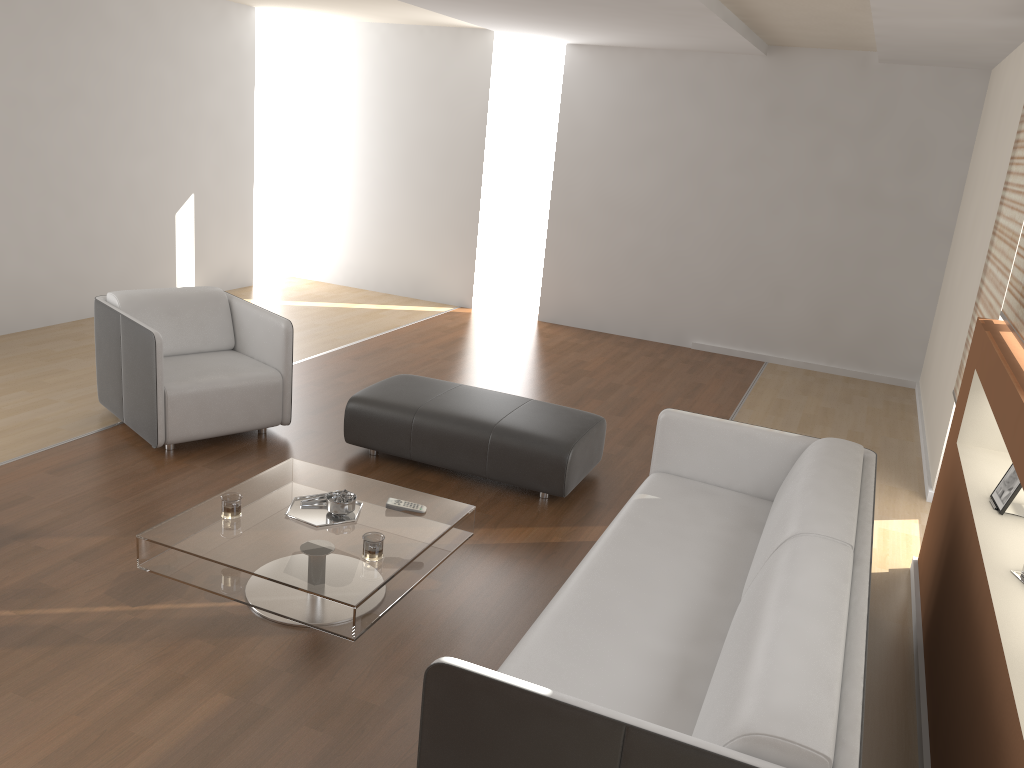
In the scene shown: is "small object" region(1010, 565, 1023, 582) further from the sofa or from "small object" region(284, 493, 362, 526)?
"small object" region(284, 493, 362, 526)

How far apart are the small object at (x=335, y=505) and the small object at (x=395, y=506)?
0.1m

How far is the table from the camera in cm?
293

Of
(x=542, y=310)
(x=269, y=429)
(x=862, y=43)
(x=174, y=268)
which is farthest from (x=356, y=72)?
(x=269, y=429)

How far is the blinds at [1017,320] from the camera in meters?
3.3

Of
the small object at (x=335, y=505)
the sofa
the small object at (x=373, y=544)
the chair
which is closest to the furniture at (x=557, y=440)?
the chair

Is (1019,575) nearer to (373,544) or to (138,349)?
(373,544)

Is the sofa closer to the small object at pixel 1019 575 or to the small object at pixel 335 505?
Result: the small object at pixel 1019 575

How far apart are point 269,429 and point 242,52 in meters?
4.6 m

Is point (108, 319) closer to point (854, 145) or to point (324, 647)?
point (324, 647)
